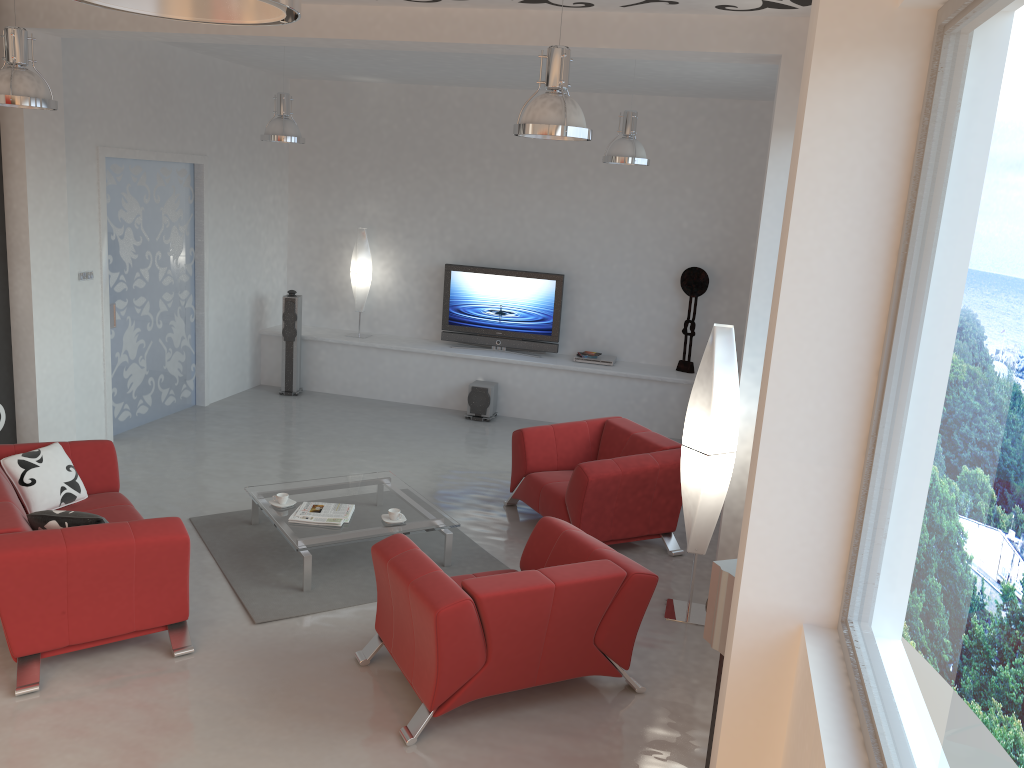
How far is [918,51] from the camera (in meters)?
2.38

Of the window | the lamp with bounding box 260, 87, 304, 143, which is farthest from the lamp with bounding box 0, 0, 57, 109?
the window

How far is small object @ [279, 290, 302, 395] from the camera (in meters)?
9.76

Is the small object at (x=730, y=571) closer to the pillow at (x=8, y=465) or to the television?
the pillow at (x=8, y=465)

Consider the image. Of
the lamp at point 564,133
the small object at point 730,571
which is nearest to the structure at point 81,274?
the lamp at point 564,133

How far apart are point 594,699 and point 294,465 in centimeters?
403cm

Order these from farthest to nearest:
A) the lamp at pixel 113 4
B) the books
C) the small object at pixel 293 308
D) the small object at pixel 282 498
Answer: the small object at pixel 293 308, the small object at pixel 282 498, the books, the lamp at pixel 113 4

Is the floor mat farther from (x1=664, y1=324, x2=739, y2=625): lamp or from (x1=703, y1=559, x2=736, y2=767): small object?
(x1=703, y1=559, x2=736, y2=767): small object

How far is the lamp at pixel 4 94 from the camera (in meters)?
4.73

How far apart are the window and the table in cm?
338
